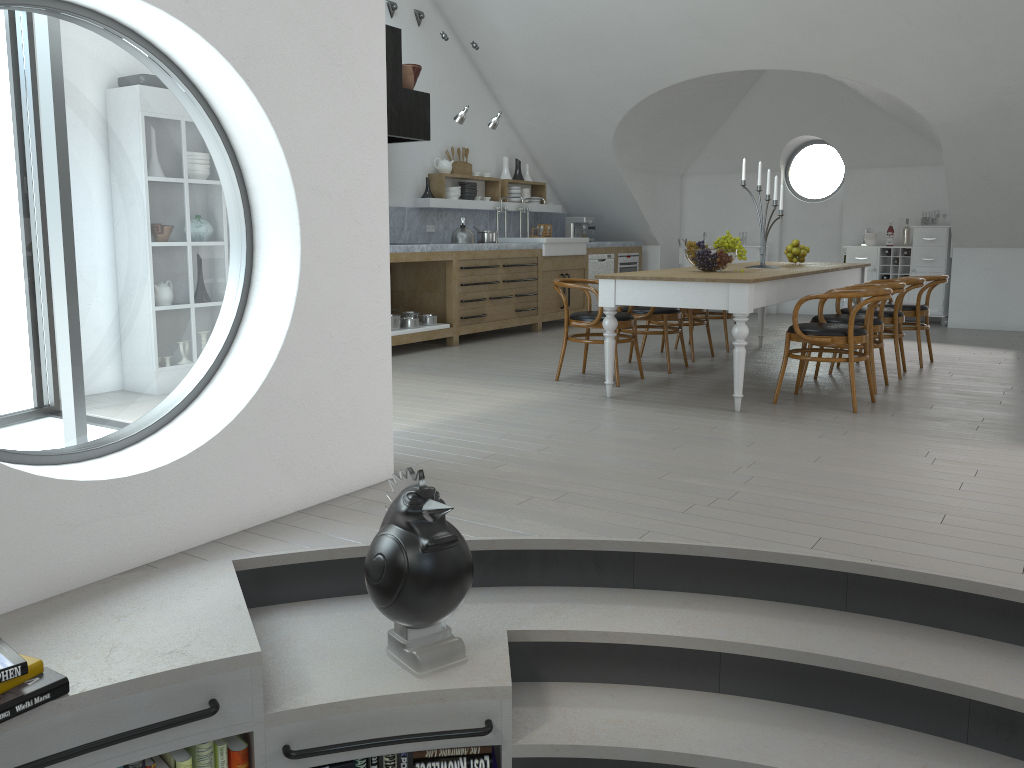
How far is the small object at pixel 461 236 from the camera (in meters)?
8.81

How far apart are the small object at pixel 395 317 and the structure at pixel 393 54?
1.6m

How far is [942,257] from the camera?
10.2m

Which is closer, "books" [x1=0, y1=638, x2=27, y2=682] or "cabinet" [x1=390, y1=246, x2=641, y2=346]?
"books" [x1=0, y1=638, x2=27, y2=682]

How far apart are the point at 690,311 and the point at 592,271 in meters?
3.4 m

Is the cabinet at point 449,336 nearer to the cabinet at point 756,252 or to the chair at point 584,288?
the cabinet at point 756,252

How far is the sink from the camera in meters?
9.7 m

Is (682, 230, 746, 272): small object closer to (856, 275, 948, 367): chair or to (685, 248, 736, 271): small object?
(685, 248, 736, 271): small object

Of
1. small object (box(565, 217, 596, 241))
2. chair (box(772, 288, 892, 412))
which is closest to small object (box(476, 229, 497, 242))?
small object (box(565, 217, 596, 241))

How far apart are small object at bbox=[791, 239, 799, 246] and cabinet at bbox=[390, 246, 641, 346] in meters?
2.8
